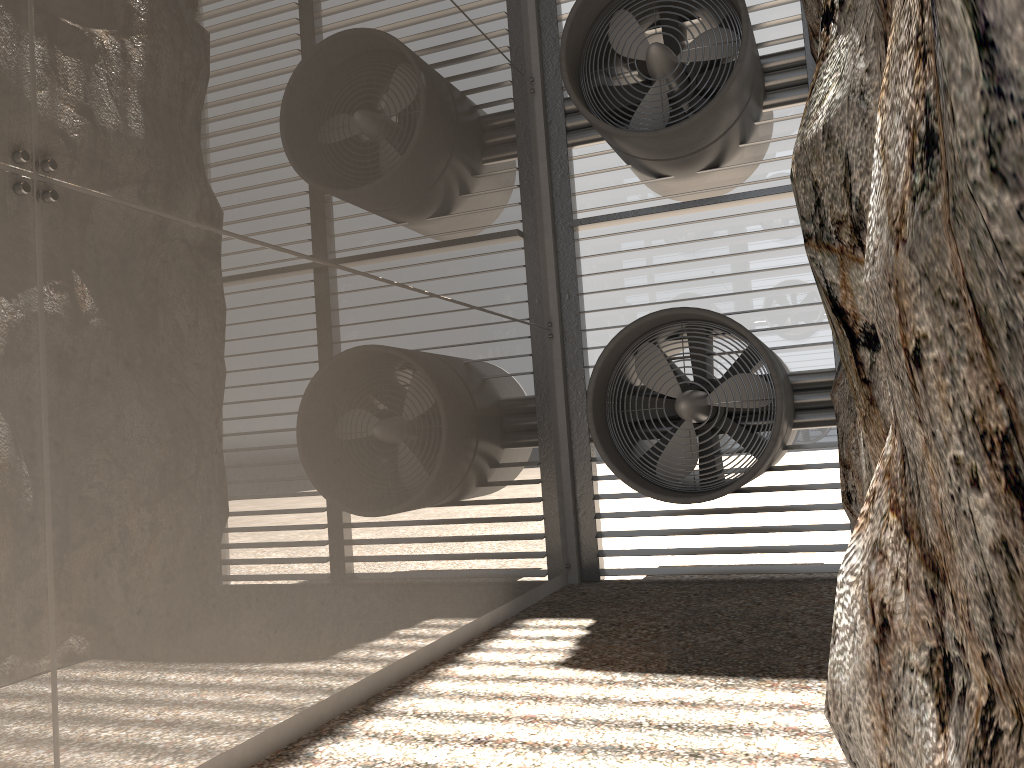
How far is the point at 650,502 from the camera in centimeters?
877cm

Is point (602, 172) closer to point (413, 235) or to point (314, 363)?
point (413, 235)
